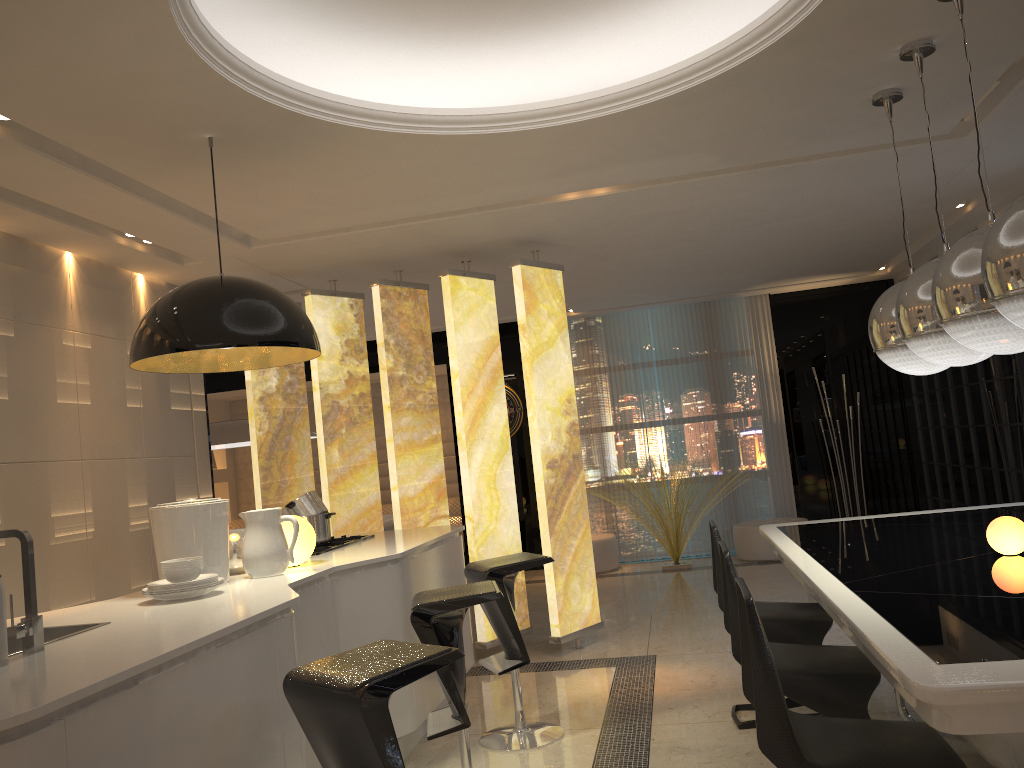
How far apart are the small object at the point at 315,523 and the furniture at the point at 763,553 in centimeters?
508cm

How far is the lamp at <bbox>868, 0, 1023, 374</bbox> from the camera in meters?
2.3 m

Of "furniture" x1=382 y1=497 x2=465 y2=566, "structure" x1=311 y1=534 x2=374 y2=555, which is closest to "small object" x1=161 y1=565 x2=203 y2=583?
"structure" x1=311 y1=534 x2=374 y2=555

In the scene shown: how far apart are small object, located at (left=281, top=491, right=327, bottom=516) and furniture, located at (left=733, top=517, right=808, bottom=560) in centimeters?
510cm

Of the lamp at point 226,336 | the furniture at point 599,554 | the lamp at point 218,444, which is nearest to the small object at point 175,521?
the lamp at point 226,336

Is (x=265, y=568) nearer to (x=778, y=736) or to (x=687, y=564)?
(x=778, y=736)

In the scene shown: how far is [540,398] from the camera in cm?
556

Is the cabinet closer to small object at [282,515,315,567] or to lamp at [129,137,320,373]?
small object at [282,515,315,567]

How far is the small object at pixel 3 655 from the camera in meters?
2.1 m

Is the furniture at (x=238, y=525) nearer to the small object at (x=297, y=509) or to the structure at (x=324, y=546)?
the structure at (x=324, y=546)
